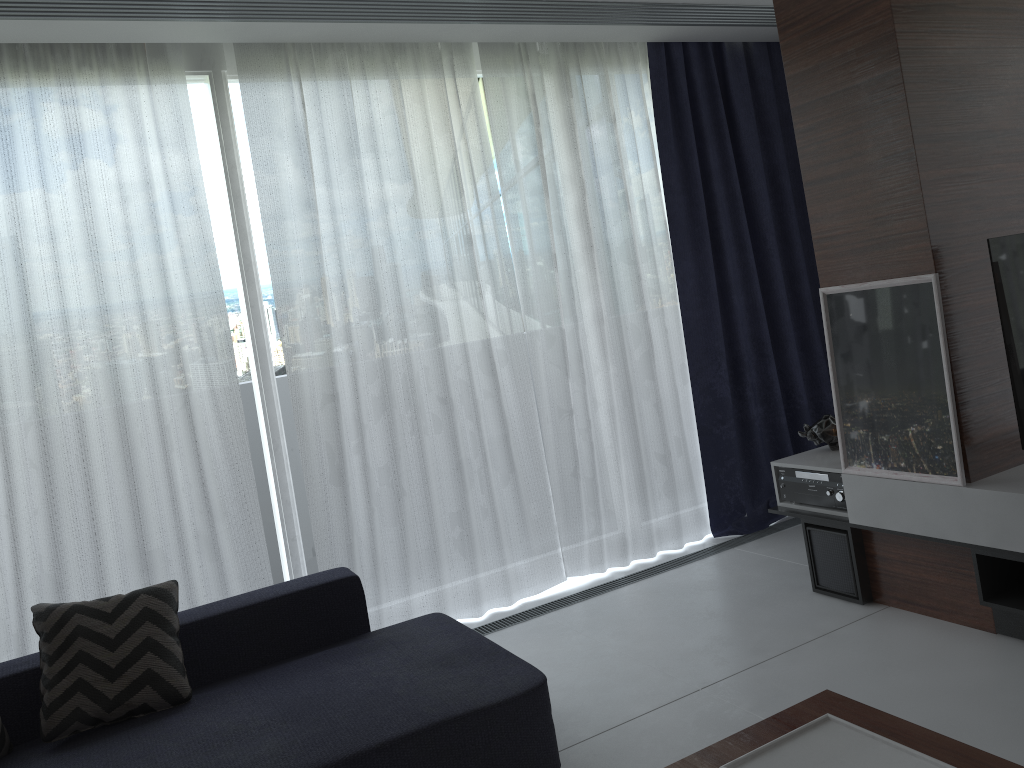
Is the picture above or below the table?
above

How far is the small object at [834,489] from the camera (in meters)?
3.49

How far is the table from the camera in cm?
173

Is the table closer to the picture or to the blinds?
the picture

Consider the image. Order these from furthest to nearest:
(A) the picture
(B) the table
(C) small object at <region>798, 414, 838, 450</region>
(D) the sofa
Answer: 1. (C) small object at <region>798, 414, 838, 450</region>
2. (A) the picture
3. (D) the sofa
4. (B) the table

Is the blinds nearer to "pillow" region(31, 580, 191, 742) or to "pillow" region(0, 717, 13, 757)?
"pillow" region(31, 580, 191, 742)

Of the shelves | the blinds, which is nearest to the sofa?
the blinds

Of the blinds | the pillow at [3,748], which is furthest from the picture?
the pillow at [3,748]

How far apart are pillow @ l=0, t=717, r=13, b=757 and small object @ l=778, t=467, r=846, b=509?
2.92m

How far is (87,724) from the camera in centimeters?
253cm
